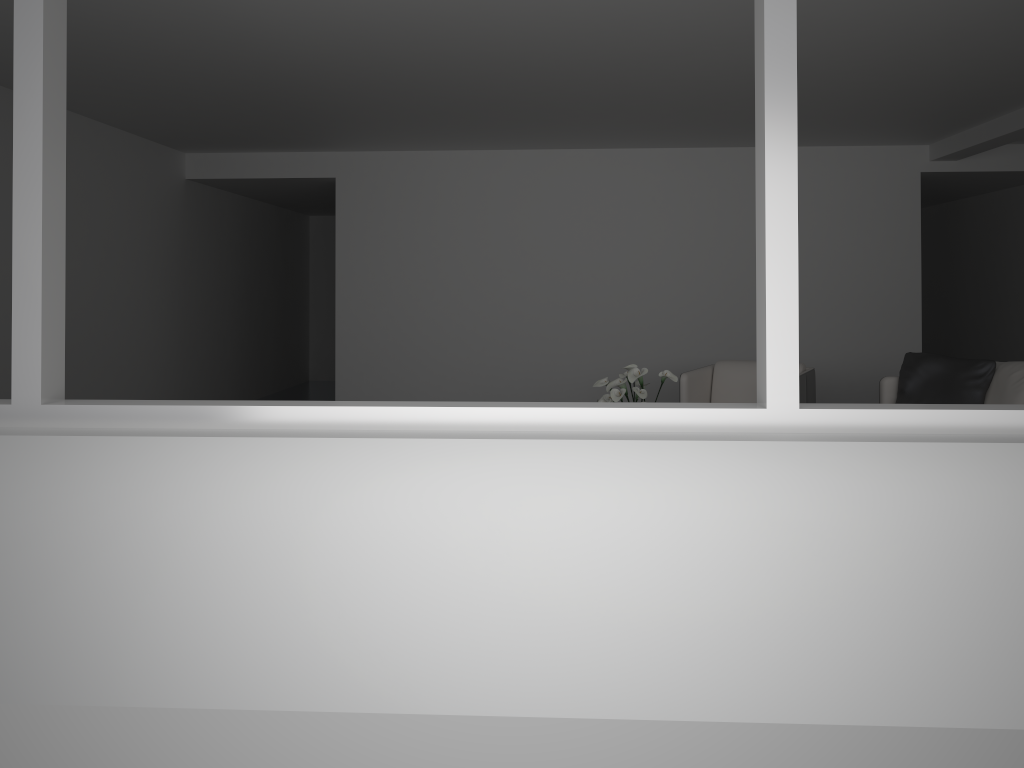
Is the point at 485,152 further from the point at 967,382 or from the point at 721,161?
the point at 967,382

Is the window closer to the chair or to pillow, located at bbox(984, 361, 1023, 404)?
pillow, located at bbox(984, 361, 1023, 404)

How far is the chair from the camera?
6.1 meters

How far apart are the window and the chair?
3.8m

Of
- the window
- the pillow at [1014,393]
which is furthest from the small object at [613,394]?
the window

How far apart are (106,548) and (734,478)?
1.89m

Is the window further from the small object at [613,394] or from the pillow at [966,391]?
the pillow at [966,391]

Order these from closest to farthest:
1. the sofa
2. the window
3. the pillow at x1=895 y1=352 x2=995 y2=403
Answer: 1. the window
2. the pillow at x1=895 y1=352 x2=995 y2=403
3. the sofa

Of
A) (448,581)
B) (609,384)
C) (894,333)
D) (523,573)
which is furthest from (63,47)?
(894,333)

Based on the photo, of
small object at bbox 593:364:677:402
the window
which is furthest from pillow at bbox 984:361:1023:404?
the window
